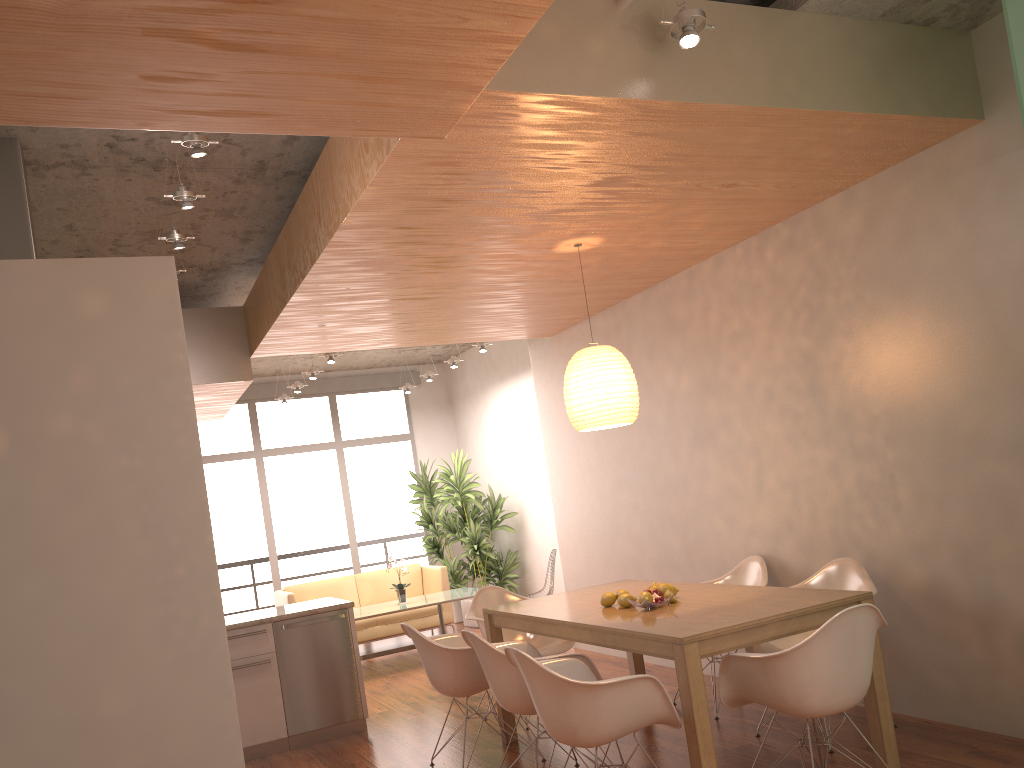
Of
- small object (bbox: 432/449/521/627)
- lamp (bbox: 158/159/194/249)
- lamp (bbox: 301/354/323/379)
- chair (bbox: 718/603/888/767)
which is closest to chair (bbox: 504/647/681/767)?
chair (bbox: 718/603/888/767)

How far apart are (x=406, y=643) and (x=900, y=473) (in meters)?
6.48

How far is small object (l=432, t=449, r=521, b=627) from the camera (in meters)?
10.12

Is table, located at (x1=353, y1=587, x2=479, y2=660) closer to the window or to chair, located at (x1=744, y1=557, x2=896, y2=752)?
the window

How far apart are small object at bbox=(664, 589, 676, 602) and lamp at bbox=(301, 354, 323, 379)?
5.41m

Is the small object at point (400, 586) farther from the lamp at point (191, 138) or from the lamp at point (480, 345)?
the lamp at point (191, 138)

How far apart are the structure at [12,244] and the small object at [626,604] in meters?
3.2 m

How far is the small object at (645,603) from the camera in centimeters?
420cm

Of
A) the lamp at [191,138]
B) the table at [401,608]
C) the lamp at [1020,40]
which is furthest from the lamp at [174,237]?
the table at [401,608]

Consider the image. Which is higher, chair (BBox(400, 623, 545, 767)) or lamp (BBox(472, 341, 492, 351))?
lamp (BBox(472, 341, 492, 351))
